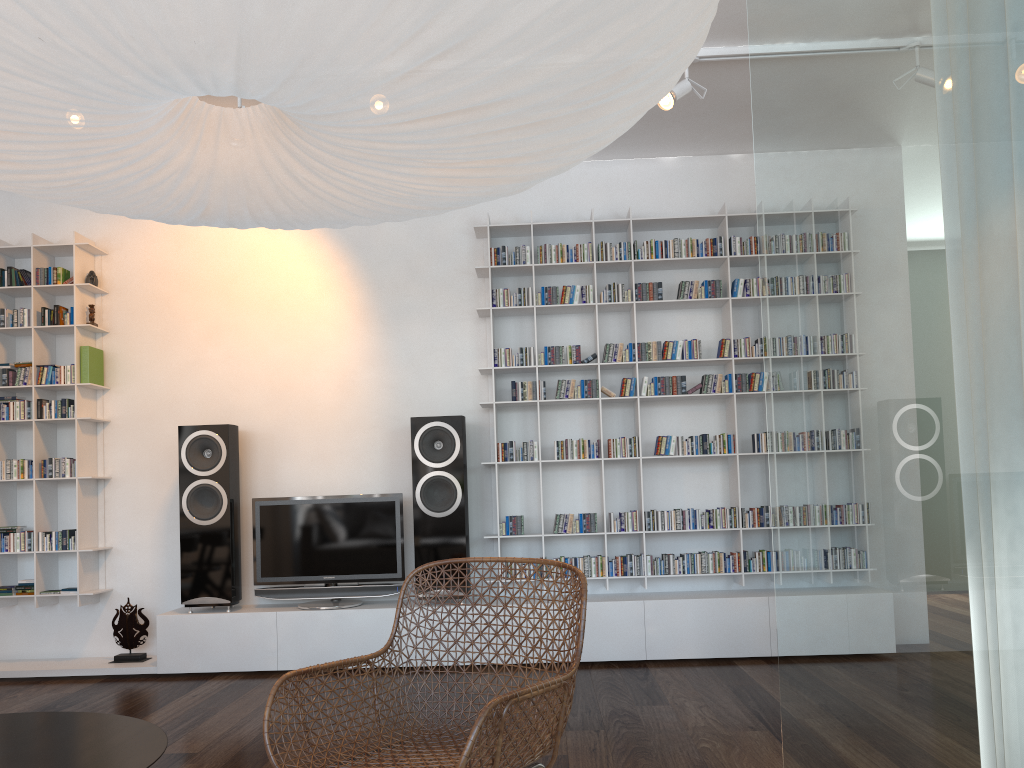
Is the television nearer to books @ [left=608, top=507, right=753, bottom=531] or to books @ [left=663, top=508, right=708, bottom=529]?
books @ [left=663, top=508, right=708, bottom=529]

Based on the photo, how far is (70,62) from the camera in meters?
1.1

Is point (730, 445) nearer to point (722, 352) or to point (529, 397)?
Answer: point (722, 352)

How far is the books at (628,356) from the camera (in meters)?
4.81

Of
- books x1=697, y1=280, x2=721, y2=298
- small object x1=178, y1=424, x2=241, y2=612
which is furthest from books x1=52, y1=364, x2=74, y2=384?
books x1=697, y1=280, x2=721, y2=298

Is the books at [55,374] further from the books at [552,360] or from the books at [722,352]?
the books at [722,352]

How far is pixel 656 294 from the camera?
4.8m

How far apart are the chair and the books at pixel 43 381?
3.18m

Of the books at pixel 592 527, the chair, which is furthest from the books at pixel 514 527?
the chair

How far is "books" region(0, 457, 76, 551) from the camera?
4.8m
